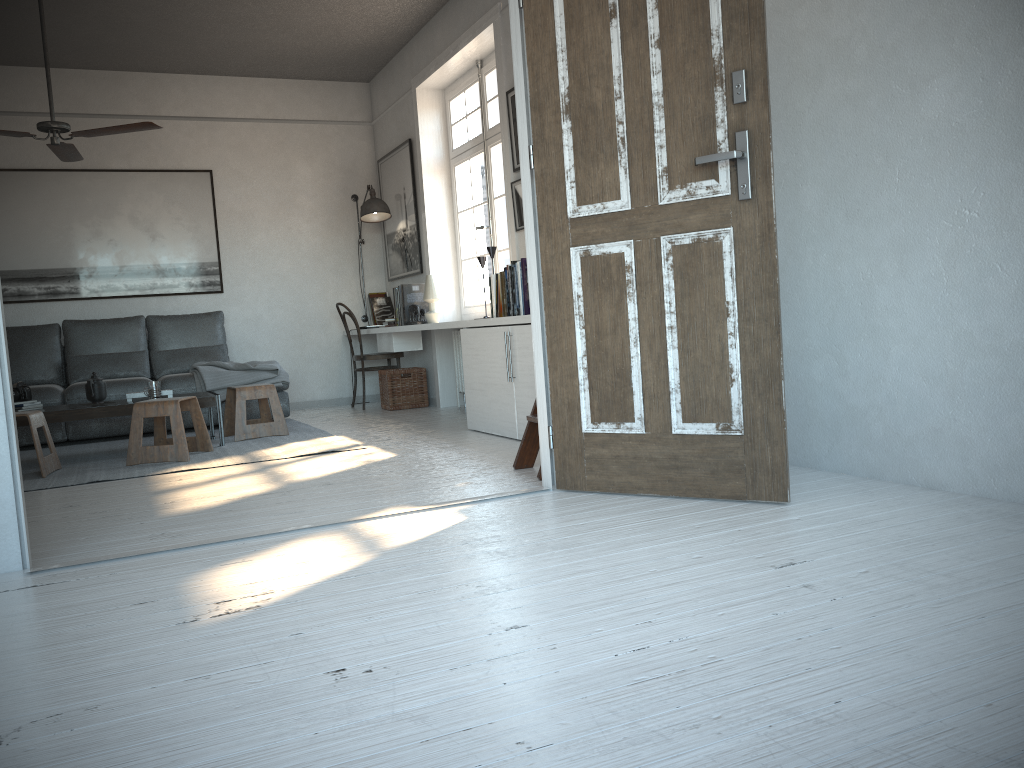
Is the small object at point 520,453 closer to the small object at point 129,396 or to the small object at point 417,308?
the small object at point 129,396

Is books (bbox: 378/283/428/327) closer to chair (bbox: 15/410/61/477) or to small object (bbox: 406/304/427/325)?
small object (bbox: 406/304/427/325)

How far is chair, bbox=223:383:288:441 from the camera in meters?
5.7

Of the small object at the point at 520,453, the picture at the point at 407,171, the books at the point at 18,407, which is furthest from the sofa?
the small object at the point at 520,453

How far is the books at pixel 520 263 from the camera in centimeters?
497cm

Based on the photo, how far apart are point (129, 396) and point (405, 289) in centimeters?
225cm

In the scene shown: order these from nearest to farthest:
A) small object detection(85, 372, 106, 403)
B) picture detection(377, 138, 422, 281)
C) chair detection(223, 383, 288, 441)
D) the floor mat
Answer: the floor mat → small object detection(85, 372, 106, 403) → chair detection(223, 383, 288, 441) → picture detection(377, 138, 422, 281)

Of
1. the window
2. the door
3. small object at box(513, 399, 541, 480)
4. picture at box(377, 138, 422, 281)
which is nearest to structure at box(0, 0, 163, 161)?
the window

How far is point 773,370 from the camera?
2.78m

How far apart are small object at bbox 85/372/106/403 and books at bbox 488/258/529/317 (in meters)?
2.42
